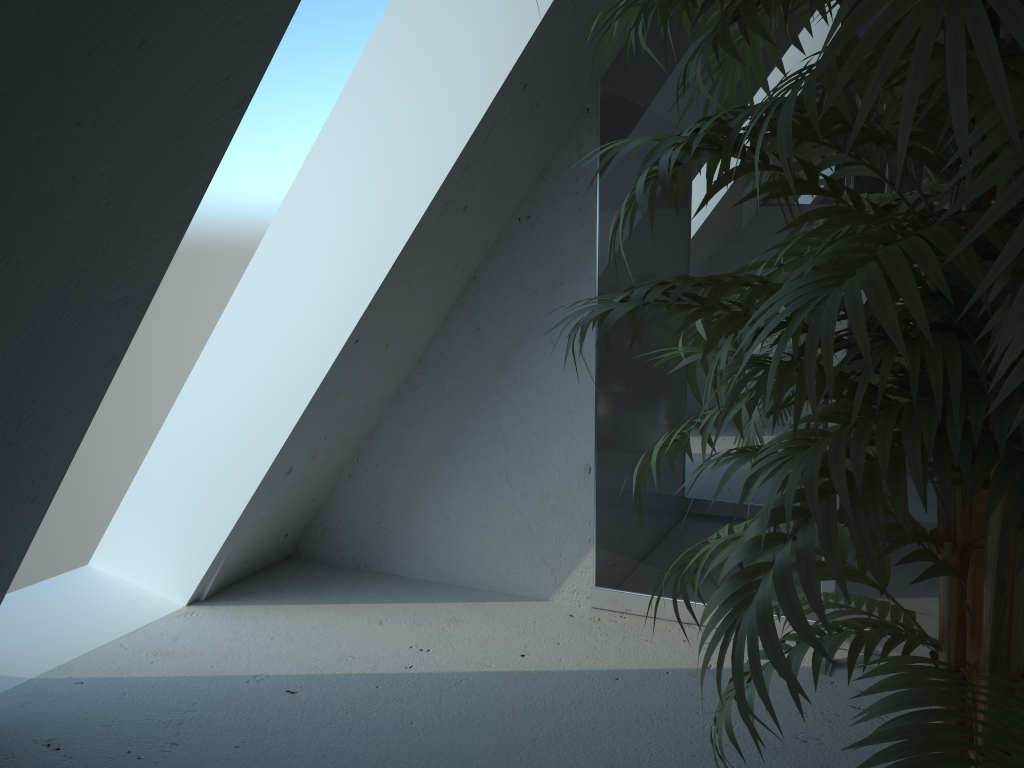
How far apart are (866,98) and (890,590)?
1.77m

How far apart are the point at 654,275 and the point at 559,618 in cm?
92

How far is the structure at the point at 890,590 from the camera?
2.07m

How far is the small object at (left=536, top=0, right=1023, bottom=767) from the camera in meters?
0.6

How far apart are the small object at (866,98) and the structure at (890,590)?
0.7m

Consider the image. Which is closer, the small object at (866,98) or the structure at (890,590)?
the small object at (866,98)

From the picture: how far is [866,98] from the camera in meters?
0.6

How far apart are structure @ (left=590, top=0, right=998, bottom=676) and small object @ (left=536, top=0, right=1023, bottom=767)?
0.7m

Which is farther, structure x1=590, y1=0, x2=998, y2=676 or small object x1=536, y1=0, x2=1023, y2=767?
structure x1=590, y1=0, x2=998, y2=676
